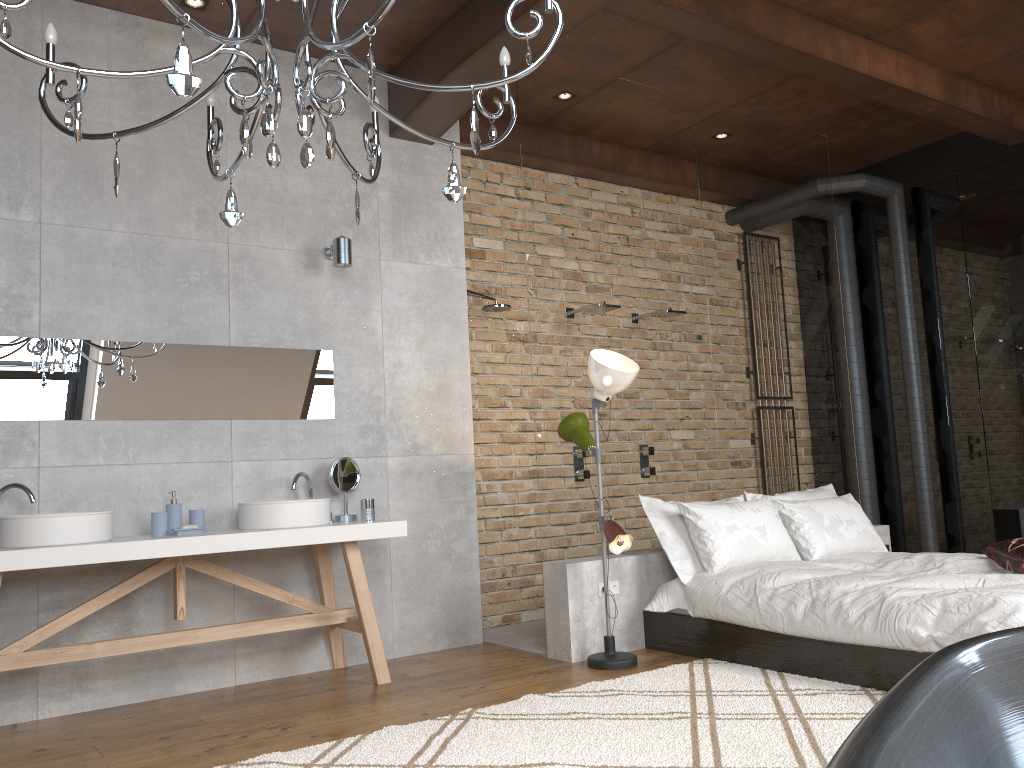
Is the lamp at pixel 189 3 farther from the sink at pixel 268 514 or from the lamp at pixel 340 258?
the sink at pixel 268 514

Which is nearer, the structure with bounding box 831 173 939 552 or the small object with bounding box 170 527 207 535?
the small object with bounding box 170 527 207 535

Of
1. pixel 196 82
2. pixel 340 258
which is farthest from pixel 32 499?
pixel 196 82

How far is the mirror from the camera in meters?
4.0

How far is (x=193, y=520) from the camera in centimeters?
415cm

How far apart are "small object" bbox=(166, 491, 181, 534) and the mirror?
0.4m

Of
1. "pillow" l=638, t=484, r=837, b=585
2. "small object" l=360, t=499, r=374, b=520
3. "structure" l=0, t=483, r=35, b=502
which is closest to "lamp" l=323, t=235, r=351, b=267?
"small object" l=360, t=499, r=374, b=520

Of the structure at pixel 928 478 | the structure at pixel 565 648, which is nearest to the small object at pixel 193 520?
the structure at pixel 565 648

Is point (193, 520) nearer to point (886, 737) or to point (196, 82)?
point (196, 82)

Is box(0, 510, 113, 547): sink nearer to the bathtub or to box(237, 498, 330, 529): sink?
box(237, 498, 330, 529): sink
